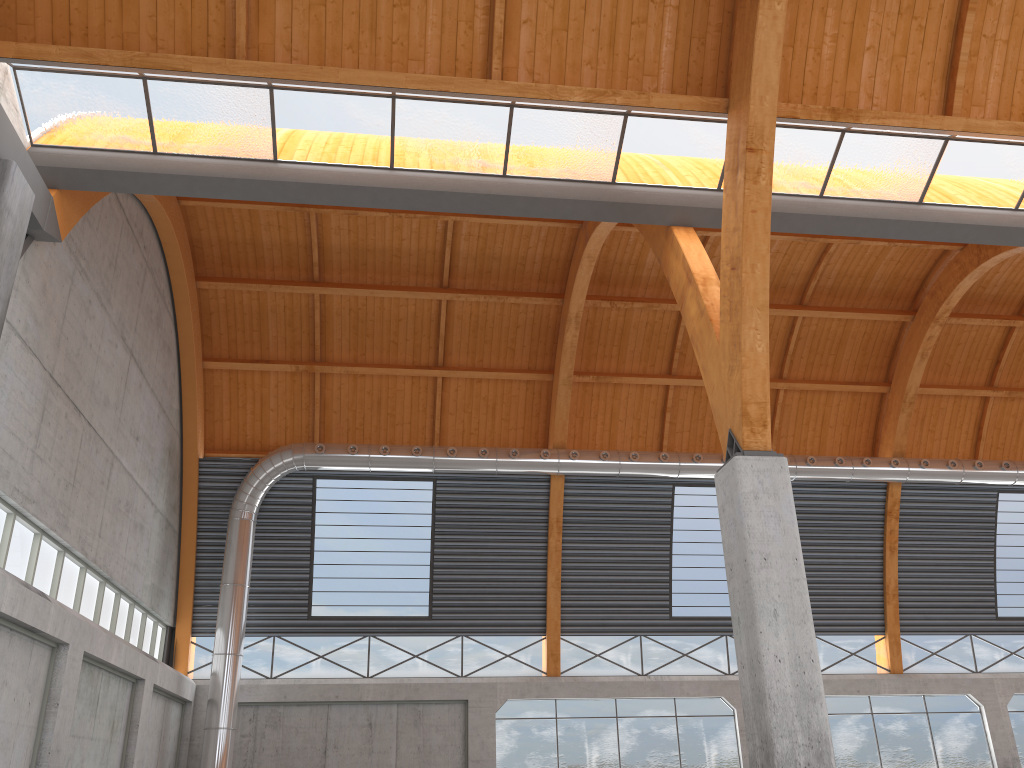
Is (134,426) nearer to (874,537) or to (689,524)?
(689,524)
